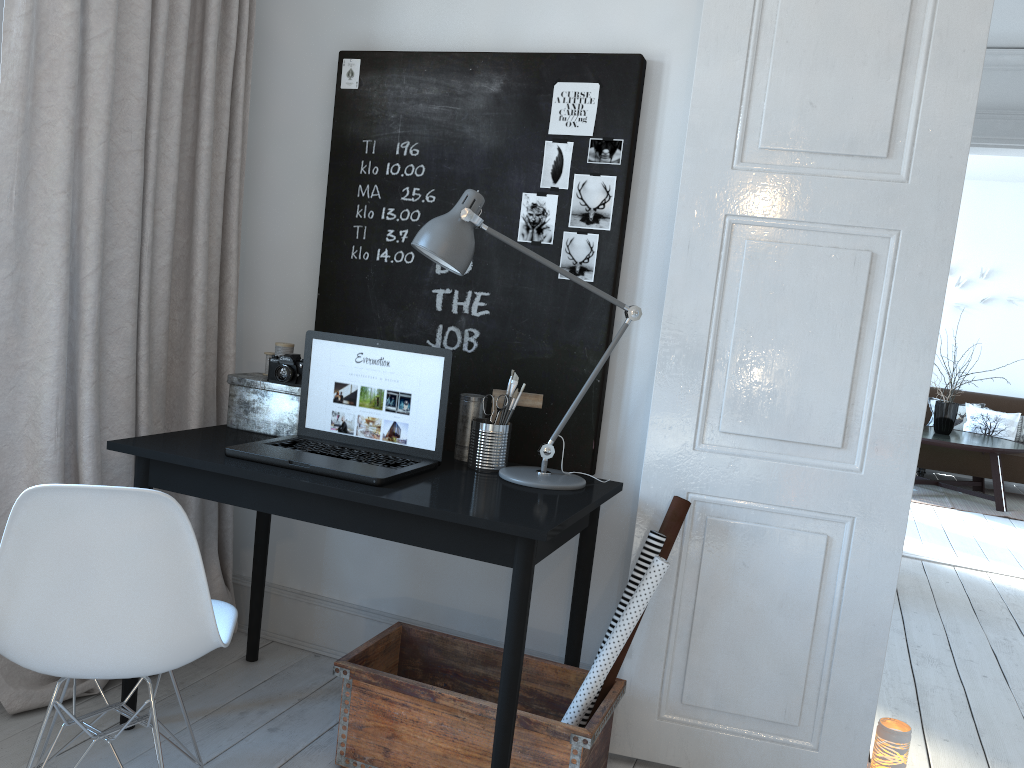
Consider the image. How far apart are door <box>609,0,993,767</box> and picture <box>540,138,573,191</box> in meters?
0.4 m

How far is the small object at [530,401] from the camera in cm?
242

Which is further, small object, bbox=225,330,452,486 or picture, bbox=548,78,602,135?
picture, bbox=548,78,602,135

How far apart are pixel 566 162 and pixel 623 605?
1.2m

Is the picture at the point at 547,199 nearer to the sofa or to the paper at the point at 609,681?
the paper at the point at 609,681

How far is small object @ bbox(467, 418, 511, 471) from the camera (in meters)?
2.33

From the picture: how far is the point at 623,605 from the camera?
2.2m

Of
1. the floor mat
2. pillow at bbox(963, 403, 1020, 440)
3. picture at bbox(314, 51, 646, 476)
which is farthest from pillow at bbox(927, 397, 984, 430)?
picture at bbox(314, 51, 646, 476)

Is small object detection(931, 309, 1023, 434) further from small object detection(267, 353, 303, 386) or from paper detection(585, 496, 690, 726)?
small object detection(267, 353, 303, 386)

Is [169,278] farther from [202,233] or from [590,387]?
[590,387]
